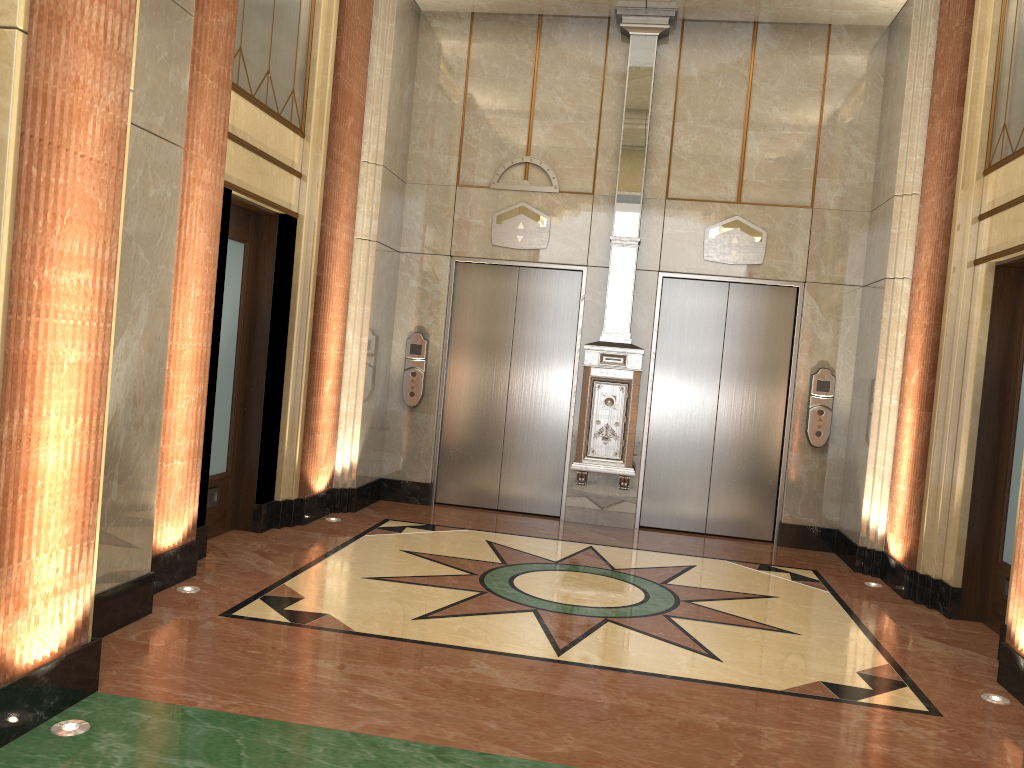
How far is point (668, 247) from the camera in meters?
7.4 m
